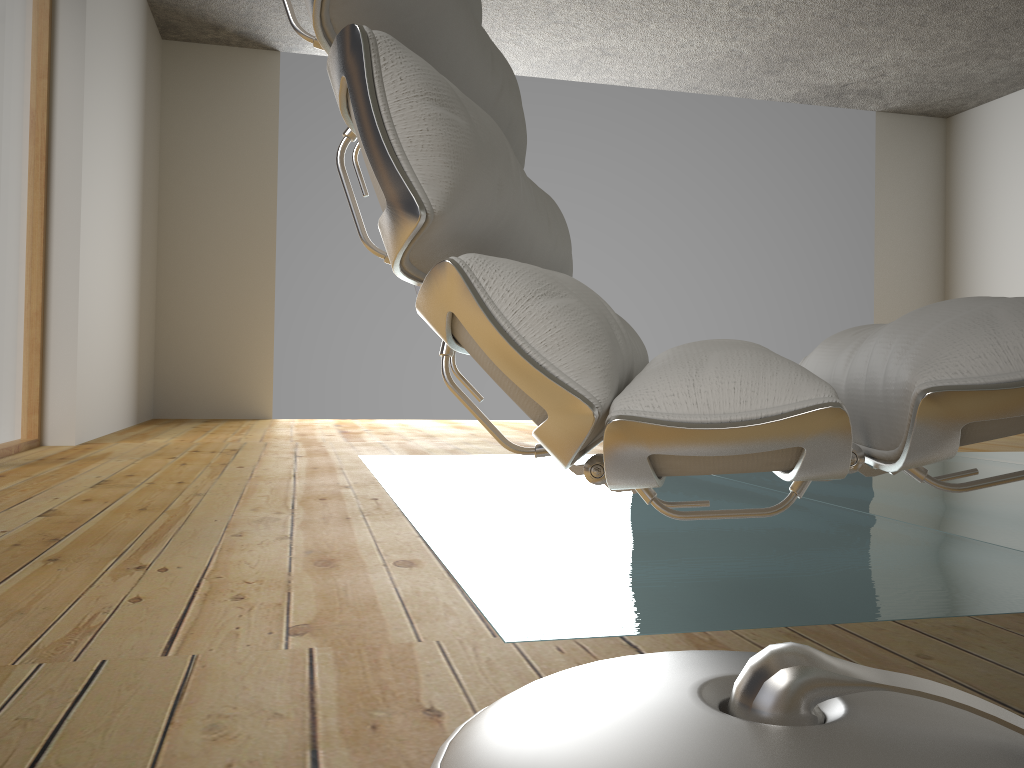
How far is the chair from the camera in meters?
0.5

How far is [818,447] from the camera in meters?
0.5 m

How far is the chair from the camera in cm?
45

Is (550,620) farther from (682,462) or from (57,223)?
(57,223)
